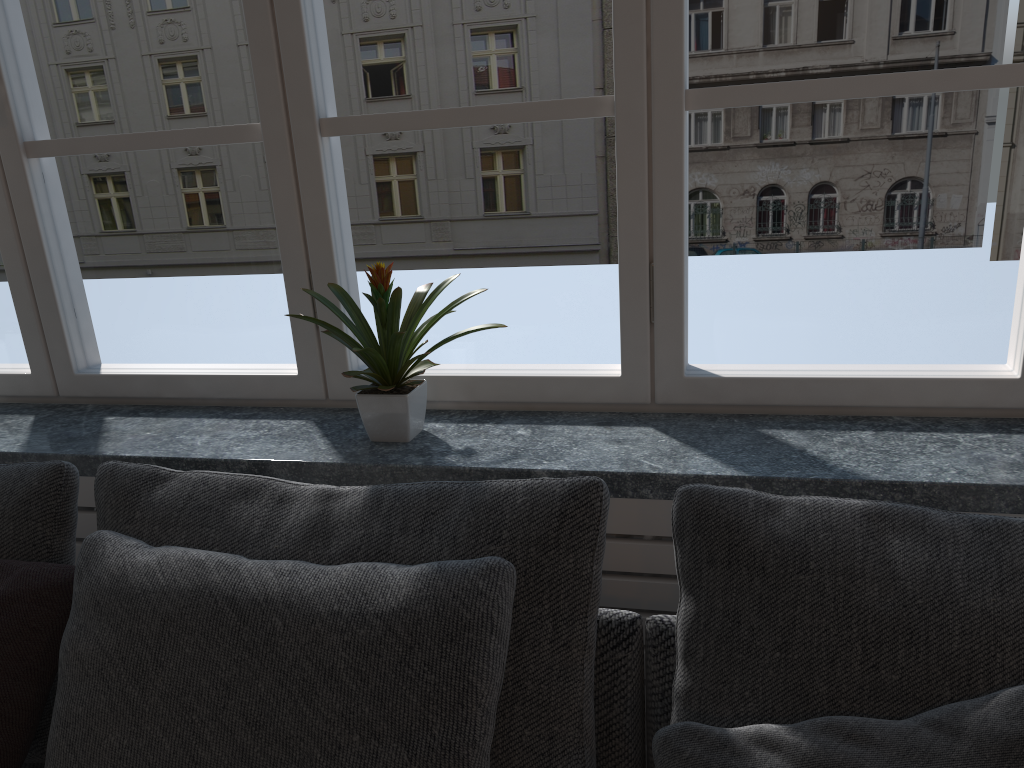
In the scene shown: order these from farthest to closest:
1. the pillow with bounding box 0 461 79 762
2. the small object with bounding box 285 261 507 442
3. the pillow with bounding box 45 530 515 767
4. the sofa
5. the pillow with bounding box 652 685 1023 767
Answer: the small object with bounding box 285 261 507 442
the pillow with bounding box 0 461 79 762
the sofa
the pillow with bounding box 45 530 515 767
the pillow with bounding box 652 685 1023 767

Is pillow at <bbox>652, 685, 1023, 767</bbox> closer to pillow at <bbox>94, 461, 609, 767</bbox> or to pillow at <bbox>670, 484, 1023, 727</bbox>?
pillow at <bbox>670, 484, 1023, 727</bbox>

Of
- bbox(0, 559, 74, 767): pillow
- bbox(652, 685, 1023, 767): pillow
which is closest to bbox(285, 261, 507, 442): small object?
bbox(0, 559, 74, 767): pillow

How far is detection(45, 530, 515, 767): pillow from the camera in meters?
1.1

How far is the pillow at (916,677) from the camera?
1.0m

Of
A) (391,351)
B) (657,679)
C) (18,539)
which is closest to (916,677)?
(657,679)

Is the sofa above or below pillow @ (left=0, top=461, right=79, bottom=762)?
below

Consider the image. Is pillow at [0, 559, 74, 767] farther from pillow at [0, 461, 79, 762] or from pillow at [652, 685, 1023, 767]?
pillow at [652, 685, 1023, 767]

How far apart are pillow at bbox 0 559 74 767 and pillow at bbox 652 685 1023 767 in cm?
86

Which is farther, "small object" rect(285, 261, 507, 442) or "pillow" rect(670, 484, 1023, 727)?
"small object" rect(285, 261, 507, 442)
